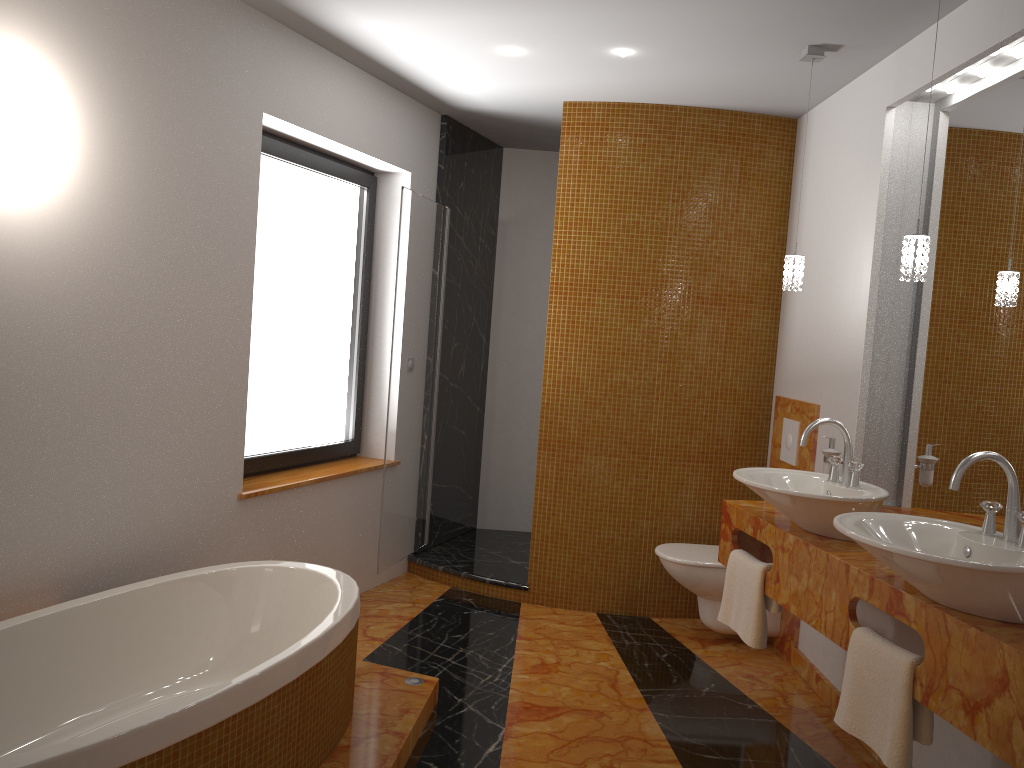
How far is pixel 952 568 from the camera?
1.9 meters

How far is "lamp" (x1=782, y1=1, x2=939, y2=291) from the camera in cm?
258

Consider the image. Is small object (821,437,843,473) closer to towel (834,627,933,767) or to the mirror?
the mirror

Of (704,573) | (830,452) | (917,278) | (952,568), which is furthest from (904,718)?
(704,573)

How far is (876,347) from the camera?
3.4 meters

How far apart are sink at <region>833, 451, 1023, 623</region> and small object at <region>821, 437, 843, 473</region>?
1.11m

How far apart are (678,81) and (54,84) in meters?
2.5

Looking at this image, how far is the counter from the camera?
1.8 meters

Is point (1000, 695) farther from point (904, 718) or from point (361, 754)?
point (361, 754)

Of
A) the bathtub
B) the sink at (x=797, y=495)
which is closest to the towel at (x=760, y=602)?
the sink at (x=797, y=495)
